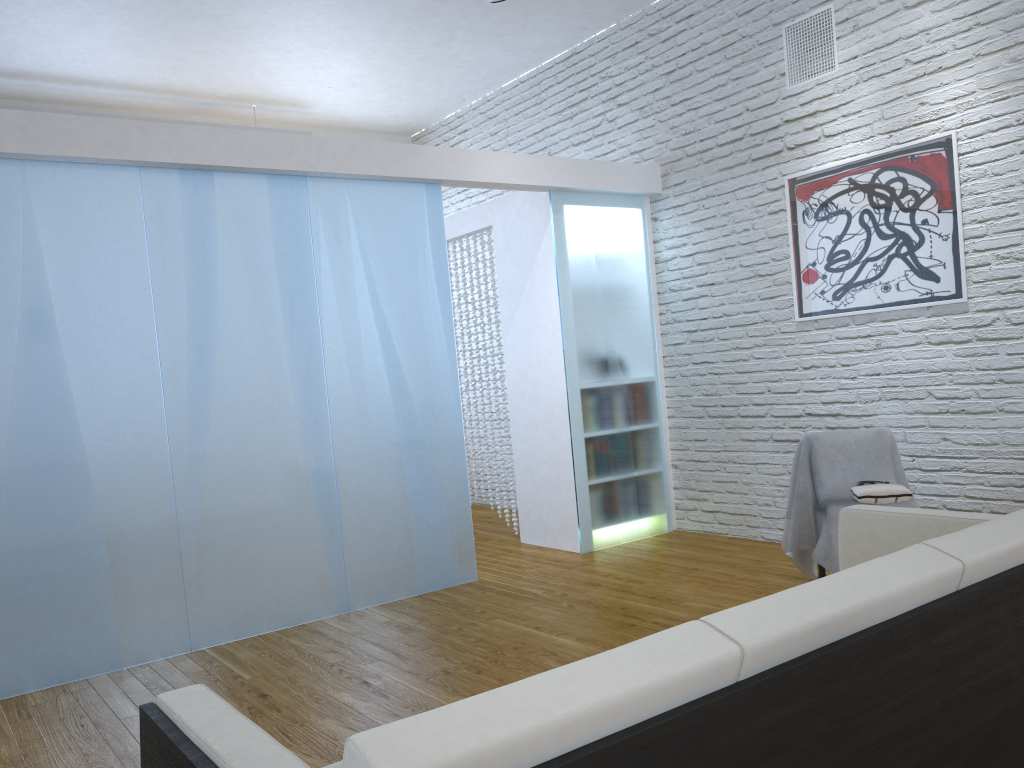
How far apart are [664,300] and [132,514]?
3.3m

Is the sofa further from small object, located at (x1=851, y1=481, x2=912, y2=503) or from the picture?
the picture

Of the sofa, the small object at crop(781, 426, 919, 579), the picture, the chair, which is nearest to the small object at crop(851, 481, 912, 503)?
the small object at crop(781, 426, 919, 579)

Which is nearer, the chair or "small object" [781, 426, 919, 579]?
"small object" [781, 426, 919, 579]

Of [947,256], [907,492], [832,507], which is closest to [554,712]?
[832,507]

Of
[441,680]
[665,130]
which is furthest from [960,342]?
[441,680]

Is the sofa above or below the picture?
below

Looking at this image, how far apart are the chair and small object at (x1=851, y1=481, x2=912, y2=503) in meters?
0.5

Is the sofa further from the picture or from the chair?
the picture

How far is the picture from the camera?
4.07m
